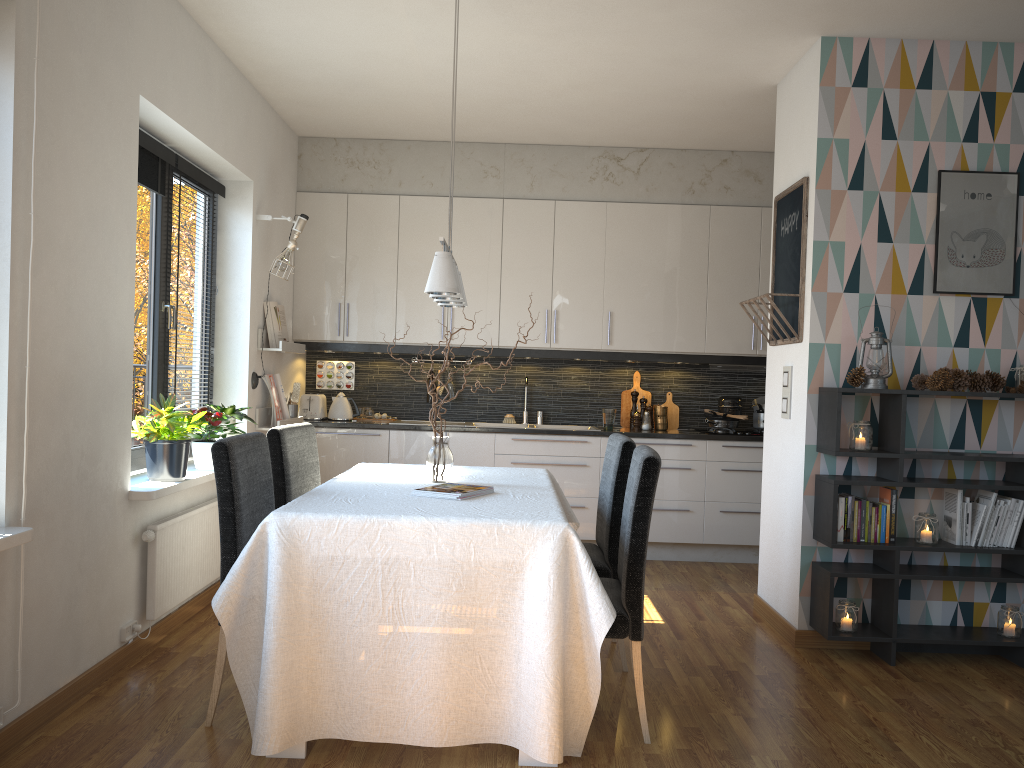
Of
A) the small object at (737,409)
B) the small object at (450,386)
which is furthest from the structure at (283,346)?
the small object at (737,409)

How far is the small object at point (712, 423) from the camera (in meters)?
6.18

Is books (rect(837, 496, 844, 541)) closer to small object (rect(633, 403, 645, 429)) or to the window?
small object (rect(633, 403, 645, 429))

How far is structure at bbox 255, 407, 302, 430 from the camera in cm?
529

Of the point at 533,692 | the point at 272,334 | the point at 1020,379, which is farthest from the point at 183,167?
the point at 1020,379

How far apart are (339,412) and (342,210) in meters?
1.4 m

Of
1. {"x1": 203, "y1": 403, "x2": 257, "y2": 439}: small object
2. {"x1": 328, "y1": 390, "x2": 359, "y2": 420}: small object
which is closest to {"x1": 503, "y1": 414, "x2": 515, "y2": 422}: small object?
{"x1": 328, "y1": 390, "x2": 359, "y2": 420}: small object

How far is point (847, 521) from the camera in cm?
389

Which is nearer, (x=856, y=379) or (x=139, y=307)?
(x=856, y=379)

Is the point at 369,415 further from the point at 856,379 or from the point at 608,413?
the point at 856,379
